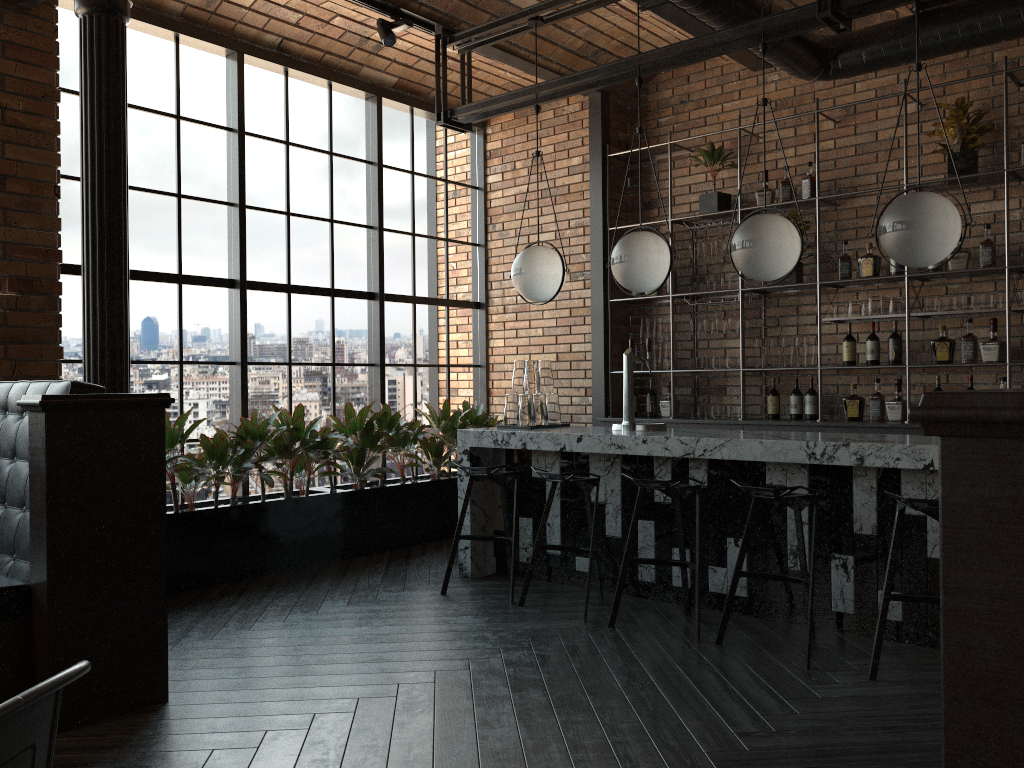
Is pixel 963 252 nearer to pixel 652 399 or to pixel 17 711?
pixel 652 399

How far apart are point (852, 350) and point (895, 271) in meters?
0.6

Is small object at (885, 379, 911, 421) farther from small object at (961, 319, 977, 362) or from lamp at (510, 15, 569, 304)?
lamp at (510, 15, 569, 304)

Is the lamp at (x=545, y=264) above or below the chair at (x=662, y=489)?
above

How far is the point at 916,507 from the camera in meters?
3.4 m

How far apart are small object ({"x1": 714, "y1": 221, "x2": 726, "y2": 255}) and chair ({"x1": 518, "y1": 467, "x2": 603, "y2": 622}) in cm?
254

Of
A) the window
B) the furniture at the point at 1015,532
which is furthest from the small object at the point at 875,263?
the furniture at the point at 1015,532

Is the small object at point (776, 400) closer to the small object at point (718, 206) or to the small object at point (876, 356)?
the small object at point (876, 356)

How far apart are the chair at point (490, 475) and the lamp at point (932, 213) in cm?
221

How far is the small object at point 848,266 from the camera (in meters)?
5.95
